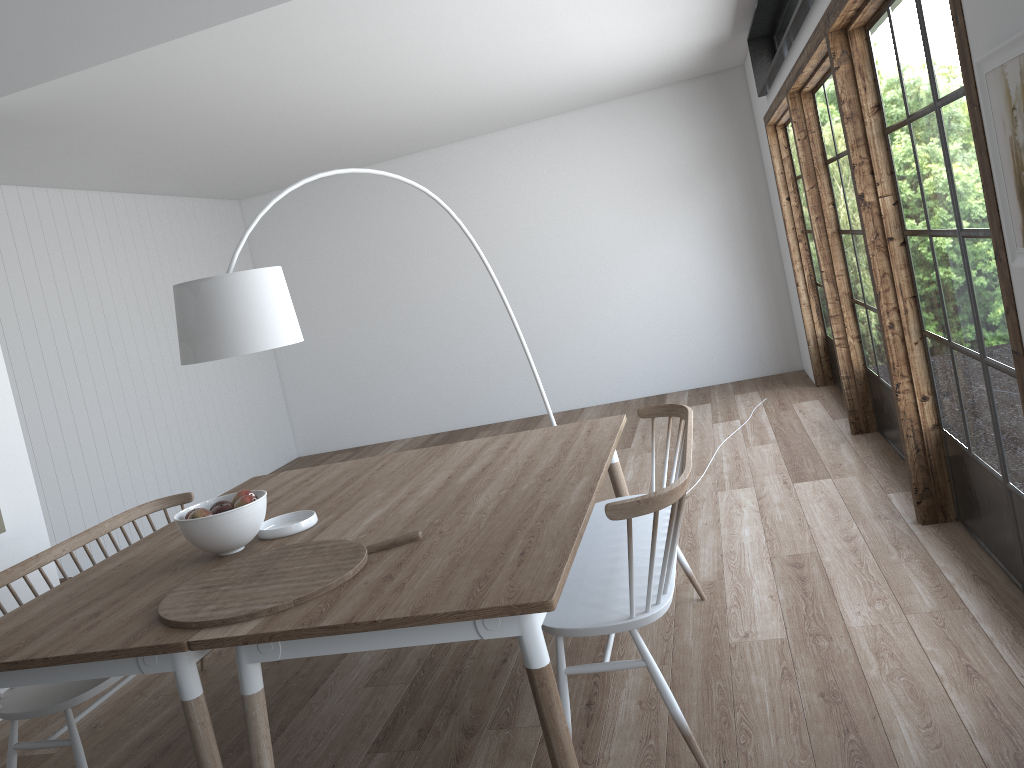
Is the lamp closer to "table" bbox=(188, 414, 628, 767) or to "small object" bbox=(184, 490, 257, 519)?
"small object" bbox=(184, 490, 257, 519)

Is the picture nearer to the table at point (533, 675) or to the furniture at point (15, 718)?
the table at point (533, 675)

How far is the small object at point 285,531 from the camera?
3.0m

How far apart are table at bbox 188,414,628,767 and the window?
1.18m

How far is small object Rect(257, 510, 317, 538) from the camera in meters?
3.0 m

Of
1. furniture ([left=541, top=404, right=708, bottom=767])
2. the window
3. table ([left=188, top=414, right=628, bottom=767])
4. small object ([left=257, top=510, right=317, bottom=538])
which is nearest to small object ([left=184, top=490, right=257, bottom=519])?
small object ([left=257, top=510, right=317, bottom=538])

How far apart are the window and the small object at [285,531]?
2.2 meters

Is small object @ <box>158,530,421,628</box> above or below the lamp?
below

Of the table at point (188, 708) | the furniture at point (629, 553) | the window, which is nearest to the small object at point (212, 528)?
the table at point (188, 708)

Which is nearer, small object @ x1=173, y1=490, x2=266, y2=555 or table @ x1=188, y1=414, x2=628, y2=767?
table @ x1=188, y1=414, x2=628, y2=767
